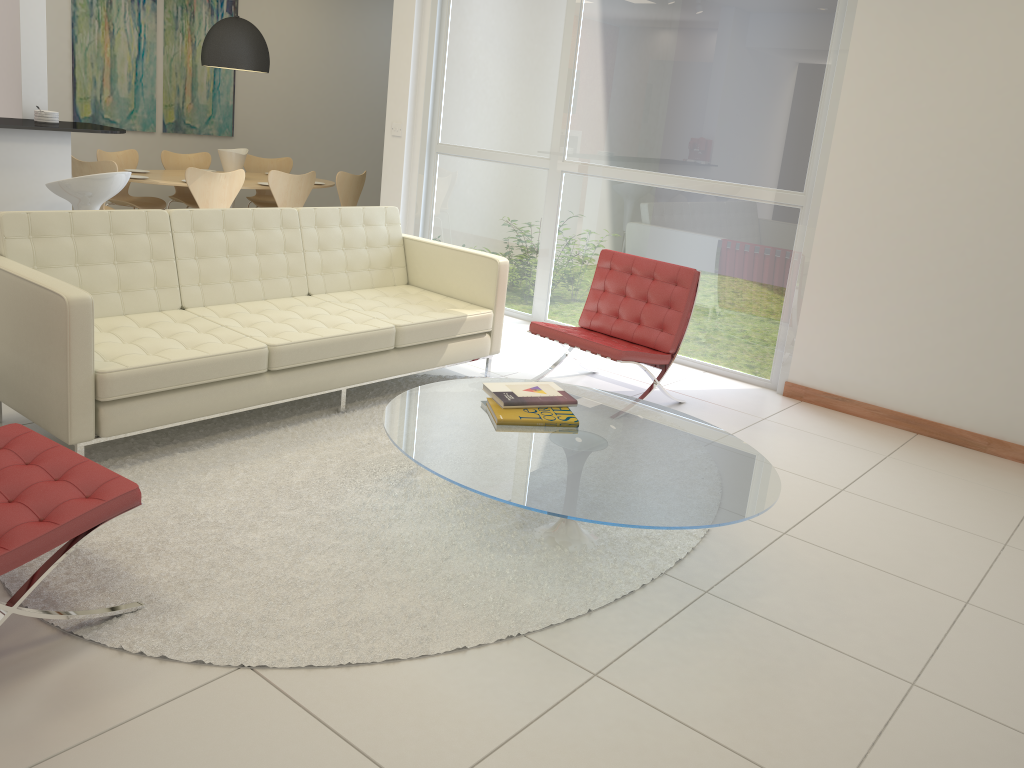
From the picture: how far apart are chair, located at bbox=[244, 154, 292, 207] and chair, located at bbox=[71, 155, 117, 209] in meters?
2.0

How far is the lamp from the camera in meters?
7.6

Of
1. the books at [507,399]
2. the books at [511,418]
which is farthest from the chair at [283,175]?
the books at [511,418]

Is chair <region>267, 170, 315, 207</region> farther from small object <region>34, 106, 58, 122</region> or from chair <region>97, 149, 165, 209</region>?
small object <region>34, 106, 58, 122</region>

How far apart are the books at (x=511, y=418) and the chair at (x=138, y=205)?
5.5 meters

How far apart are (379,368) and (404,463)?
0.78m

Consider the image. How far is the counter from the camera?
5.0 meters

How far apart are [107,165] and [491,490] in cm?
543

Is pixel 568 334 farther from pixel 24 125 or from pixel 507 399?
pixel 24 125

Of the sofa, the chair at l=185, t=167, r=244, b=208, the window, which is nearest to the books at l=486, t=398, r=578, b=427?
the sofa
